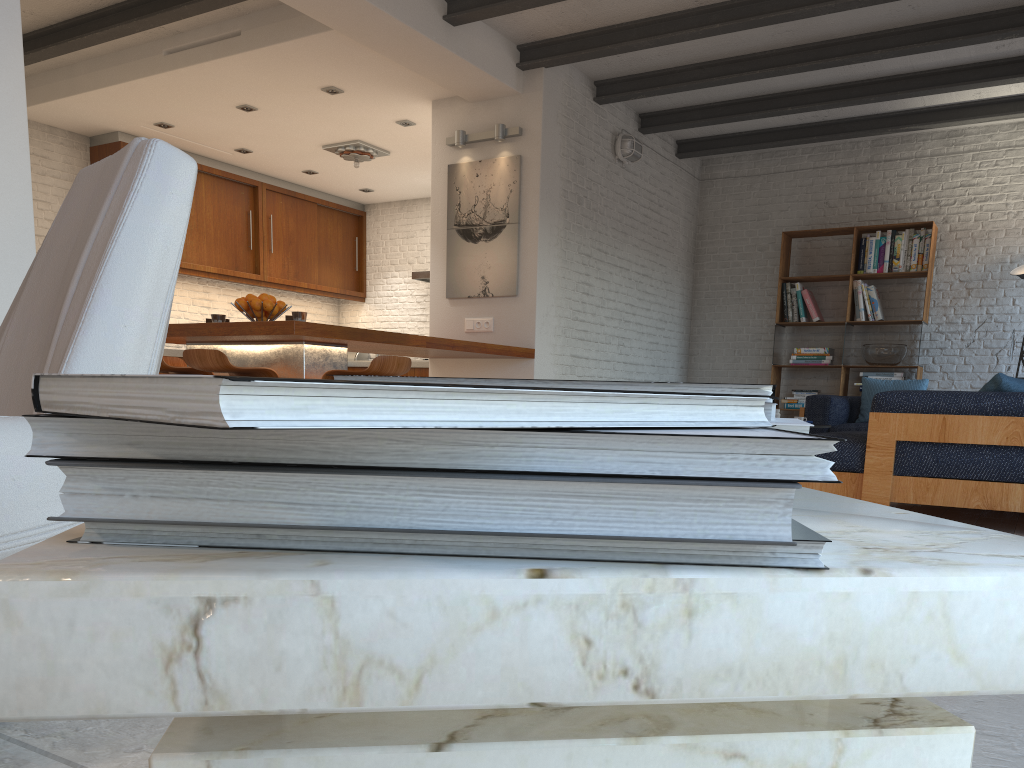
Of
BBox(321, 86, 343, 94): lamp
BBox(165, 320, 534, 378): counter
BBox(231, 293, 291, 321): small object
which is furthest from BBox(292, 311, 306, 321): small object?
BBox(321, 86, 343, 94): lamp

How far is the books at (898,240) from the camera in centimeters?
819cm

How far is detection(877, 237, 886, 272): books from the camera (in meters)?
8.29

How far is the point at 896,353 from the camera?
8.19m

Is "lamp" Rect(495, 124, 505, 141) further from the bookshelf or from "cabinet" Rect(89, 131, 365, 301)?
"cabinet" Rect(89, 131, 365, 301)

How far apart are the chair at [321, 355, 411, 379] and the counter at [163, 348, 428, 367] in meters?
4.3 m

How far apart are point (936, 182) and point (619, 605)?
9.2 meters

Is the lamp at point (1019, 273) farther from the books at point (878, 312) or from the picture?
the picture

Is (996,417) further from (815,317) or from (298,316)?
(815,317)

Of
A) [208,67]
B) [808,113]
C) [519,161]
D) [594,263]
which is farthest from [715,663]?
[808,113]
